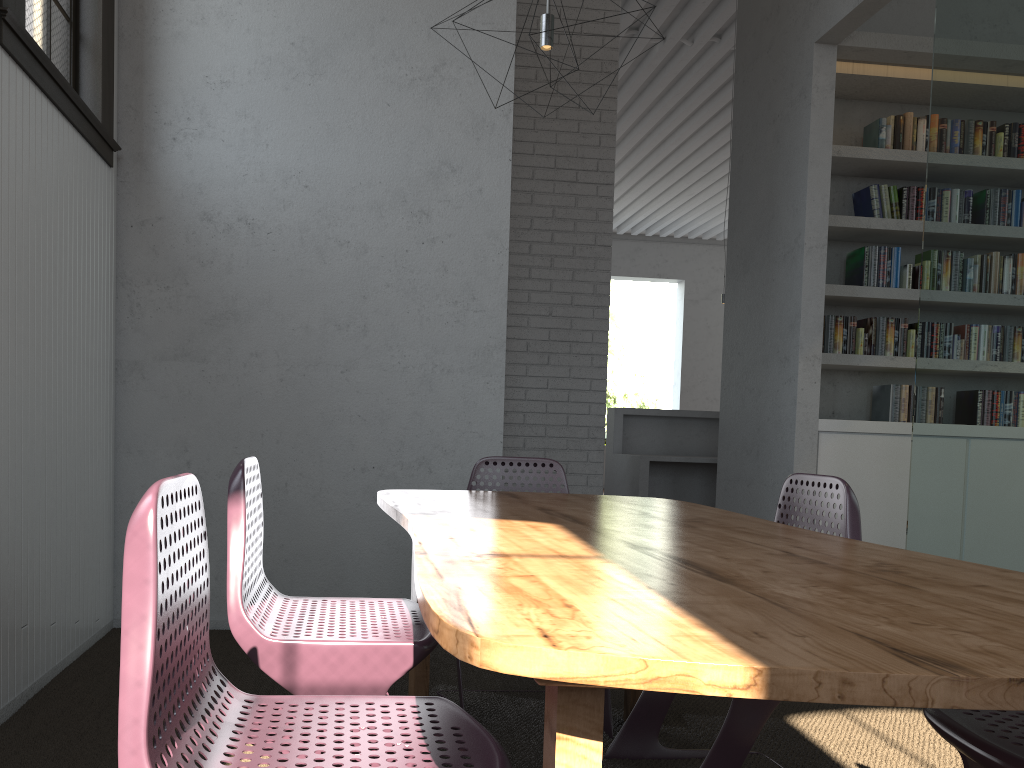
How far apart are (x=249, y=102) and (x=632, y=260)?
13.39m

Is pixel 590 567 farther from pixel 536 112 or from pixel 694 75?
pixel 694 75
